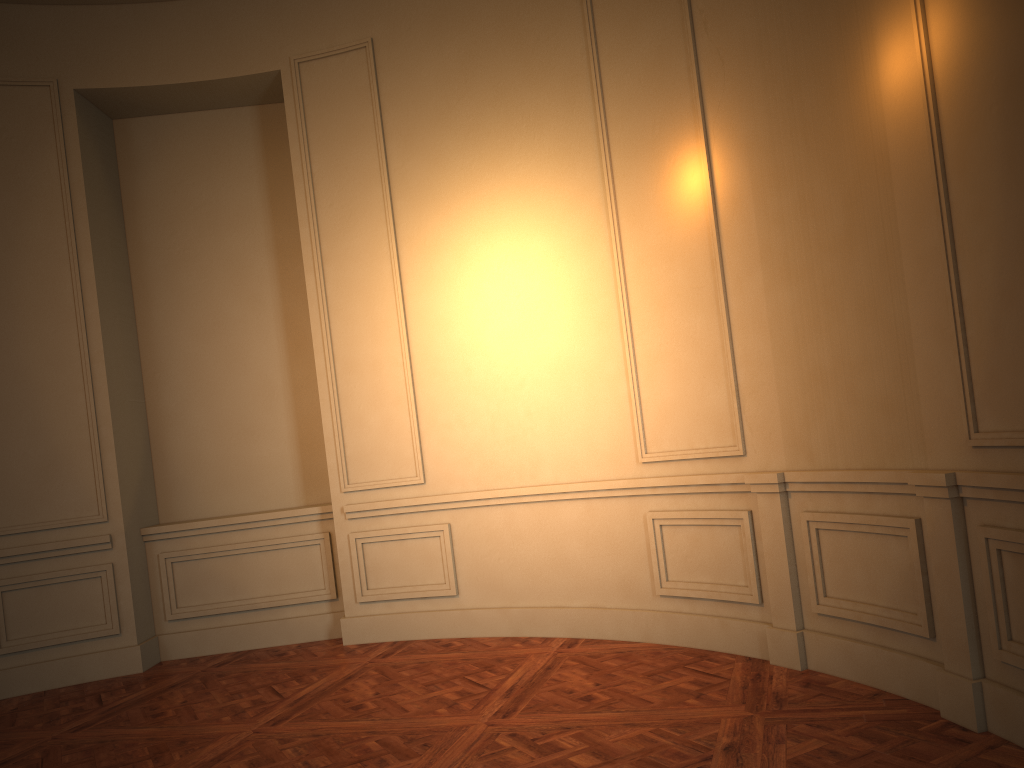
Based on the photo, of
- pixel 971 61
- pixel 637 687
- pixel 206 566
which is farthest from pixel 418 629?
pixel 971 61
